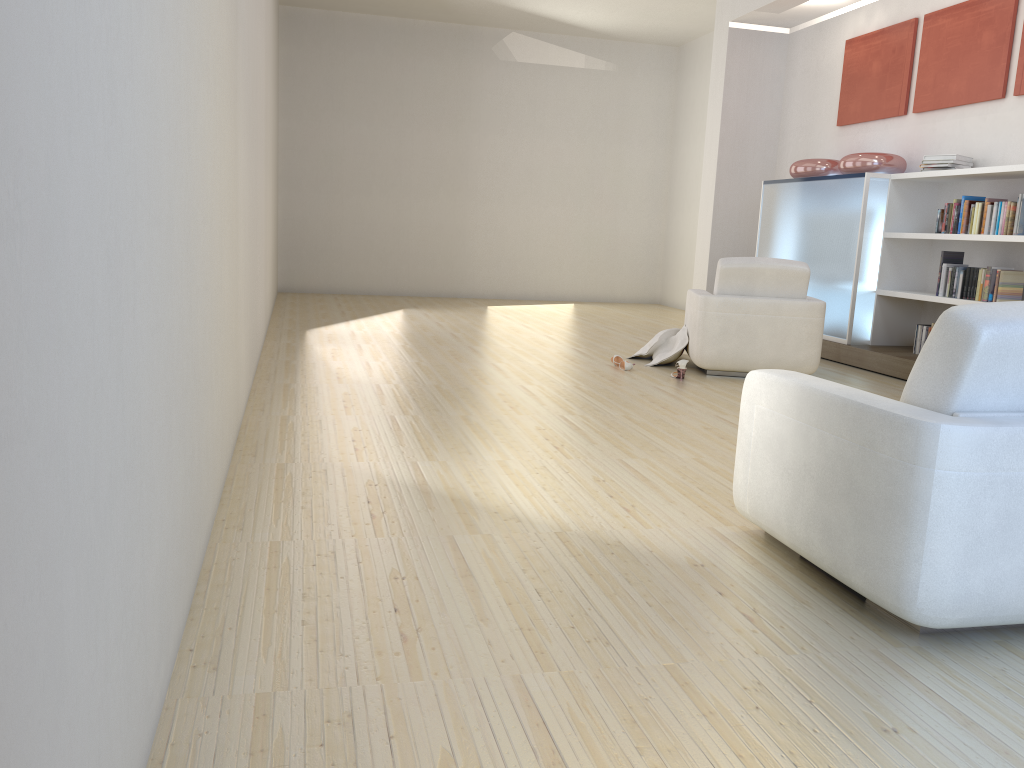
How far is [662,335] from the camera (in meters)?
6.91

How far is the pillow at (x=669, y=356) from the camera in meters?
6.7

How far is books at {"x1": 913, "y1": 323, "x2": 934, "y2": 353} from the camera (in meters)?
6.85

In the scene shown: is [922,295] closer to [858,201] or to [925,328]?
[925,328]

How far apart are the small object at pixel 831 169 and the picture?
0.52m

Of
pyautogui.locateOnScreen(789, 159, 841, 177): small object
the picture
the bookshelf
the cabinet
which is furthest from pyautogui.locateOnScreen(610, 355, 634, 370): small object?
the picture

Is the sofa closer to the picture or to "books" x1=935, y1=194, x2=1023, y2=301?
"books" x1=935, y1=194, x2=1023, y2=301

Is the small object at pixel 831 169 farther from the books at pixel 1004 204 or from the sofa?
the sofa

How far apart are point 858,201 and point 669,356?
2.2 meters

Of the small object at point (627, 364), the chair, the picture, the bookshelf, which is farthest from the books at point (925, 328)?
the small object at point (627, 364)
